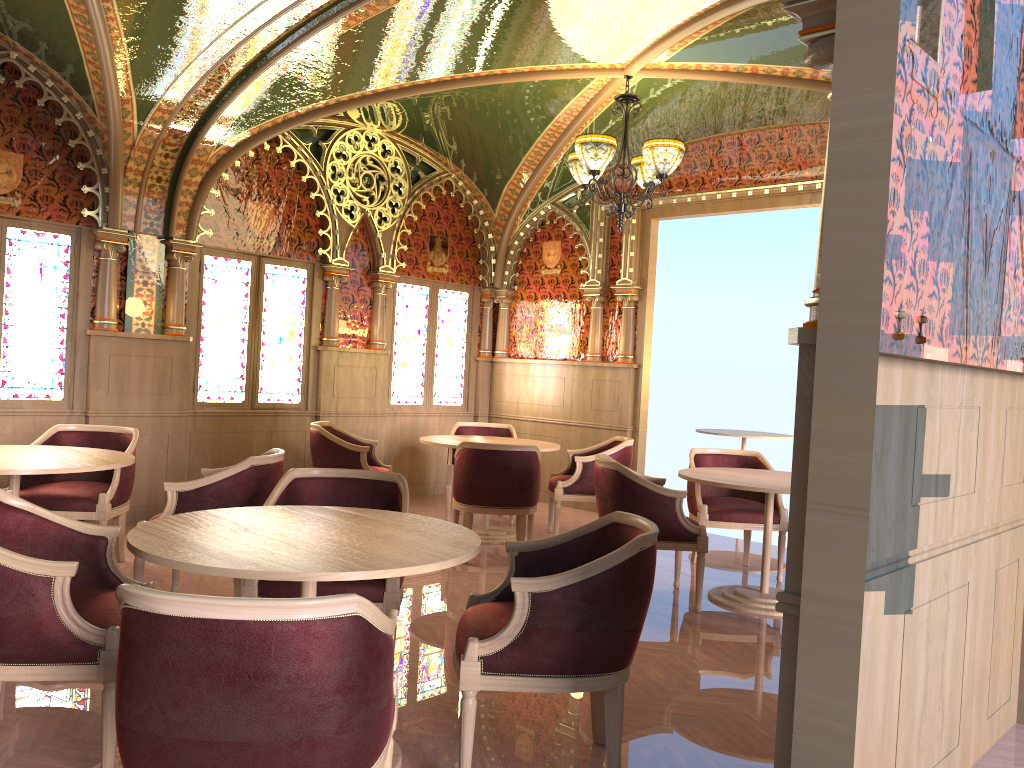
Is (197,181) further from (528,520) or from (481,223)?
(528,520)

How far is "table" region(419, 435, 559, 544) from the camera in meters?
6.9

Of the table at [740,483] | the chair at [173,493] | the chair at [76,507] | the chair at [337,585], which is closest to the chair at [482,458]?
the table at [740,483]

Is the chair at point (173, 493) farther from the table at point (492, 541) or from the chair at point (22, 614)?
the table at point (492, 541)

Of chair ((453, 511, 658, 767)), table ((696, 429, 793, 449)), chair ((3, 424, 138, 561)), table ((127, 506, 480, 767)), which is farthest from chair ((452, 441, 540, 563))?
table ((696, 429, 793, 449))

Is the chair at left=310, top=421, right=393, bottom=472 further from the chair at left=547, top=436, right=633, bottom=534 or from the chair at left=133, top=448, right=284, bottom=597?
the chair at left=133, top=448, right=284, bottom=597

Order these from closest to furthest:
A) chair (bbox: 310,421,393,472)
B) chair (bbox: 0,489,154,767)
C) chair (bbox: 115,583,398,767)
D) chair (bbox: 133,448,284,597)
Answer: chair (bbox: 115,583,398,767), chair (bbox: 0,489,154,767), chair (bbox: 133,448,284,597), chair (bbox: 310,421,393,472)

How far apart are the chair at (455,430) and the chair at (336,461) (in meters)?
0.59

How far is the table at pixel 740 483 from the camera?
5.2m

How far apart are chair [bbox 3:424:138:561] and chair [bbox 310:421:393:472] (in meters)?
1.51
